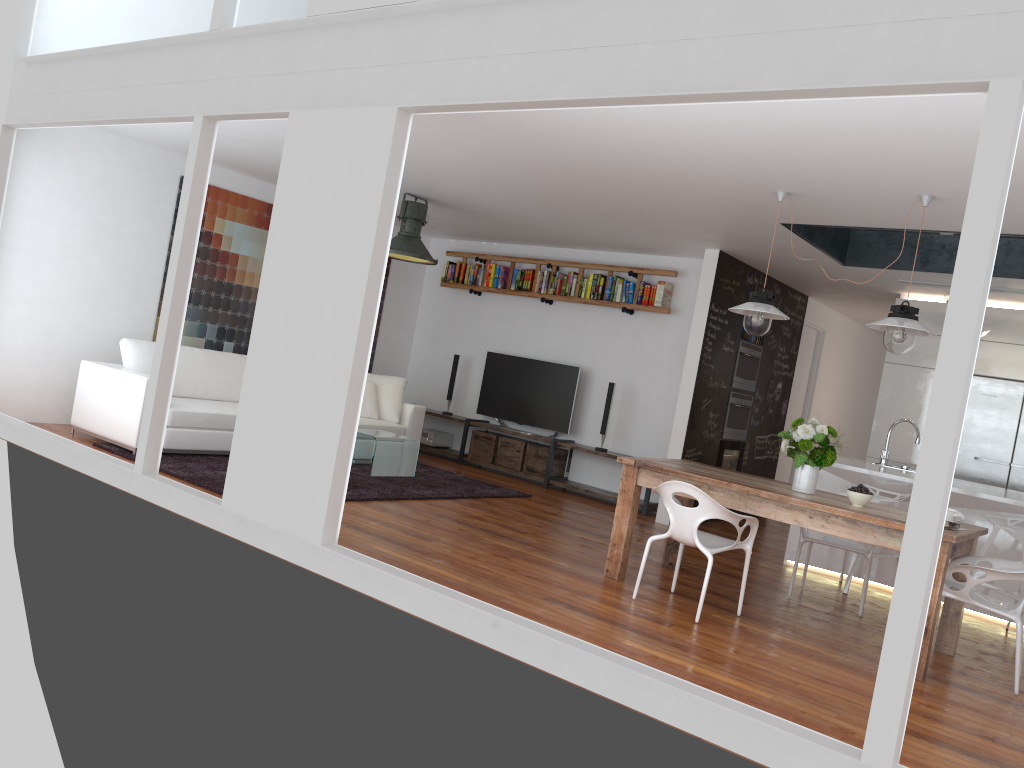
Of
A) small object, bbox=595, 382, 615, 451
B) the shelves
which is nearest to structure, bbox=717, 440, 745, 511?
the shelves

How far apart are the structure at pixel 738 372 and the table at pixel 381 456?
3.1m

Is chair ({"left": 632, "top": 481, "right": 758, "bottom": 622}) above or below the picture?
below

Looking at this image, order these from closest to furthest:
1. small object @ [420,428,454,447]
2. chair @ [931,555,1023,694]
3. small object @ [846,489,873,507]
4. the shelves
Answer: chair @ [931,555,1023,694] < small object @ [846,489,873,507] < the shelves < small object @ [420,428,454,447]

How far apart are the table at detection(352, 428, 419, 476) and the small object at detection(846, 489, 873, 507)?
4.0m

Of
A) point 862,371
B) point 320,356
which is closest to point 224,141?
point 320,356

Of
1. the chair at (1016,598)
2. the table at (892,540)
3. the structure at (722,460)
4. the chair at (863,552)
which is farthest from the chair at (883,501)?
the structure at (722,460)

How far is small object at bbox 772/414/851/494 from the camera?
5.1 meters

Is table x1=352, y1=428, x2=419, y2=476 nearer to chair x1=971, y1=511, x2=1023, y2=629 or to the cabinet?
the cabinet

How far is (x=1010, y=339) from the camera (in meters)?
7.83
